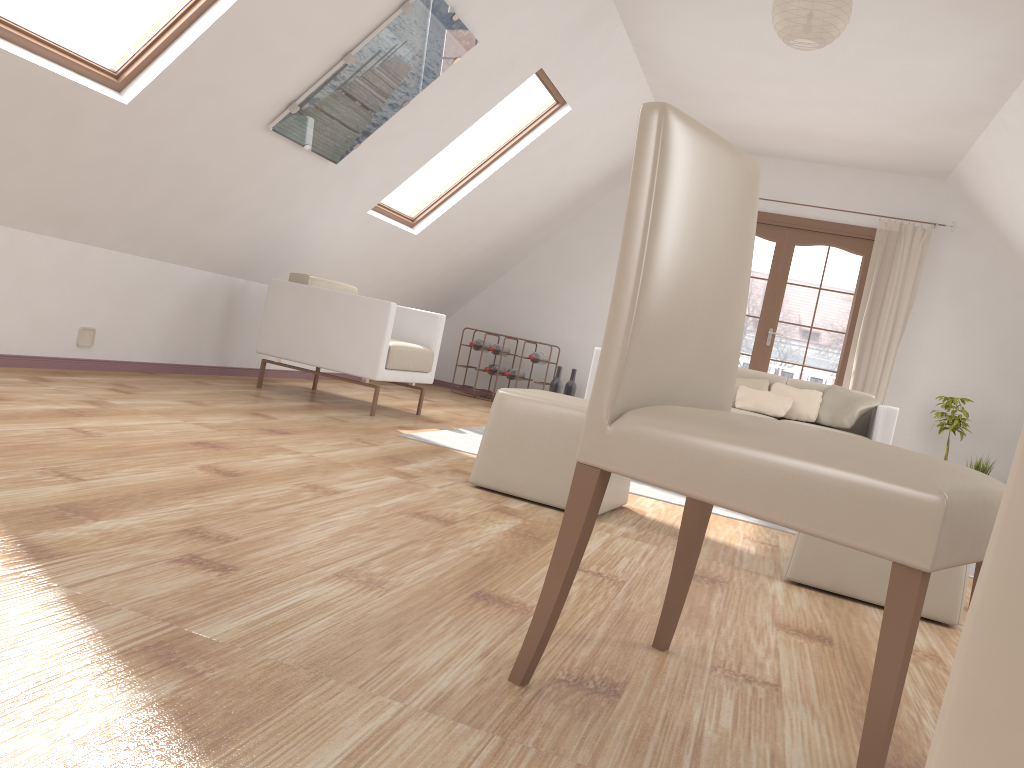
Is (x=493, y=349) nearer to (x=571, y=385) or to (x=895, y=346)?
(x=571, y=385)

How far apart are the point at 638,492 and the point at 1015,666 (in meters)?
3.66

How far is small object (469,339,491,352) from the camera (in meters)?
7.91

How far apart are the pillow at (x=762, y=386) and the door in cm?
183

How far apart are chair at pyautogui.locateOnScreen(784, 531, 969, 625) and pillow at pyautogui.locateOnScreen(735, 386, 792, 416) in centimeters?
307cm

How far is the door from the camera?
7.6 meters

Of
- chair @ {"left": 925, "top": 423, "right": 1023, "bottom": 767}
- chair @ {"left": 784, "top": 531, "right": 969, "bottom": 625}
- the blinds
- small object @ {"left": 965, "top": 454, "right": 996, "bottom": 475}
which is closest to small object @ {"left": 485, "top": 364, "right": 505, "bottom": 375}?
the blinds

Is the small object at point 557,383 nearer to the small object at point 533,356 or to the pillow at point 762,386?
the small object at point 533,356

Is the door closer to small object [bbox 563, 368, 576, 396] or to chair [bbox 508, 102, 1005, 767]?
small object [bbox 563, 368, 576, 396]

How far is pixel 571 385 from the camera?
8.0 meters
